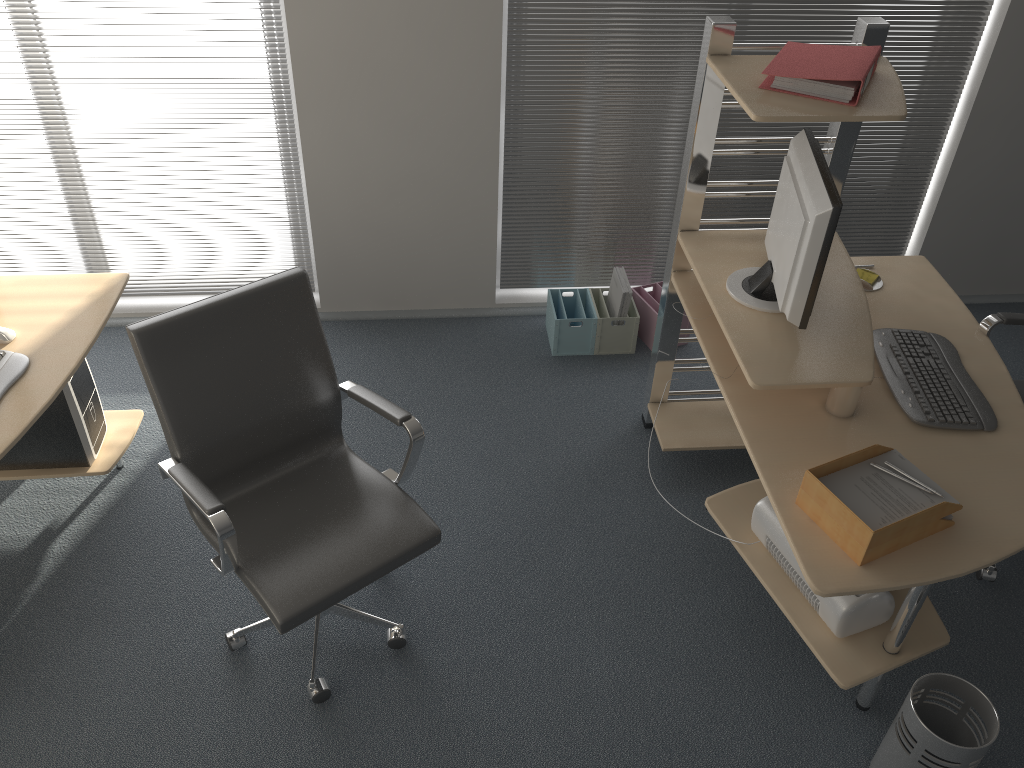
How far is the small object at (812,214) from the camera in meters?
2.3

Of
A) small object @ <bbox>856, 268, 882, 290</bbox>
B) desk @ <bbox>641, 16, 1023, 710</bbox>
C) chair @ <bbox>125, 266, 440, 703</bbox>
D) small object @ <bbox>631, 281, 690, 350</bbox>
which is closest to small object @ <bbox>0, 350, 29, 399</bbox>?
chair @ <bbox>125, 266, 440, 703</bbox>

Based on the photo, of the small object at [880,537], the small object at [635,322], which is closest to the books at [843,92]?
the small object at [880,537]

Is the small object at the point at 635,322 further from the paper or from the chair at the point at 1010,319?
the paper

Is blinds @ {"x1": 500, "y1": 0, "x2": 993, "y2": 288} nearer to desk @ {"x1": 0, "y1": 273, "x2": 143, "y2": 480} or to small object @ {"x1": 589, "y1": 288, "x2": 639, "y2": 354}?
small object @ {"x1": 589, "y1": 288, "x2": 639, "y2": 354}

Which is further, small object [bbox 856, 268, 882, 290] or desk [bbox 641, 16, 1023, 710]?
small object [bbox 856, 268, 882, 290]

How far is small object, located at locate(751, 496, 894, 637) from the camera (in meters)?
2.37

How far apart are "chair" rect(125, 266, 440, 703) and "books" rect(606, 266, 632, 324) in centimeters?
154cm

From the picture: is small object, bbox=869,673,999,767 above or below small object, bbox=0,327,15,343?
below

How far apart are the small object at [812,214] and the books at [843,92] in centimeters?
17cm
